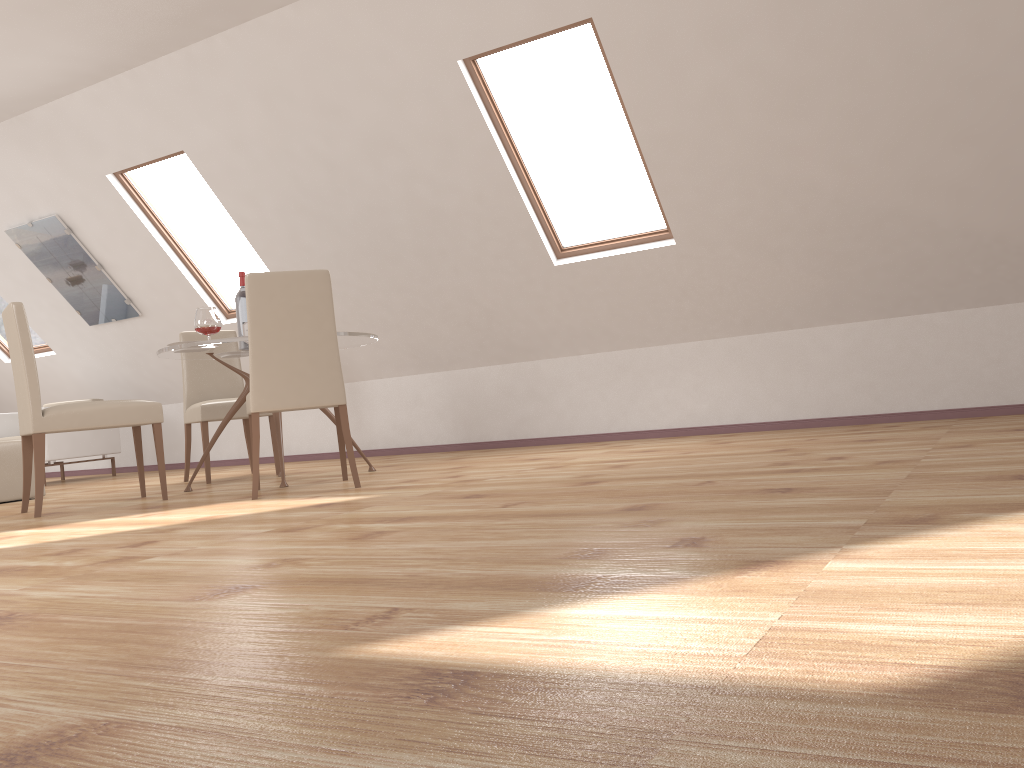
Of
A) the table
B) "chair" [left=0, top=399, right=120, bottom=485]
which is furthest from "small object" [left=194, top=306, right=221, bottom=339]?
"chair" [left=0, top=399, right=120, bottom=485]

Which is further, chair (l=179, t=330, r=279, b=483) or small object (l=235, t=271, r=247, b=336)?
chair (l=179, t=330, r=279, b=483)

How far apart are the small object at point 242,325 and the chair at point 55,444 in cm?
321

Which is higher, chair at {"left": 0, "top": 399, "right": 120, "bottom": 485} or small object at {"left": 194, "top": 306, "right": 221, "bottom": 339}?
small object at {"left": 194, "top": 306, "right": 221, "bottom": 339}

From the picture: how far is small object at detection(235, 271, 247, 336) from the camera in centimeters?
501cm

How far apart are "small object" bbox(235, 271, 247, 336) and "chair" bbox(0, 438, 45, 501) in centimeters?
169cm

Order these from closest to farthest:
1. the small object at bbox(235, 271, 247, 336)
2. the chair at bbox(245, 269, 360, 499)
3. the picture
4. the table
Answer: the chair at bbox(245, 269, 360, 499) < the table < the small object at bbox(235, 271, 247, 336) < the picture

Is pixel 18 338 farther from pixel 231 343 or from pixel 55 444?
pixel 55 444

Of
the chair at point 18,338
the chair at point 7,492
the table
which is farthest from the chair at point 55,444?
the chair at point 18,338

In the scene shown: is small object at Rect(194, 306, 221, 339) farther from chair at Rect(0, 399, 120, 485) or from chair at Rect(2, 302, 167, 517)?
chair at Rect(0, 399, 120, 485)
